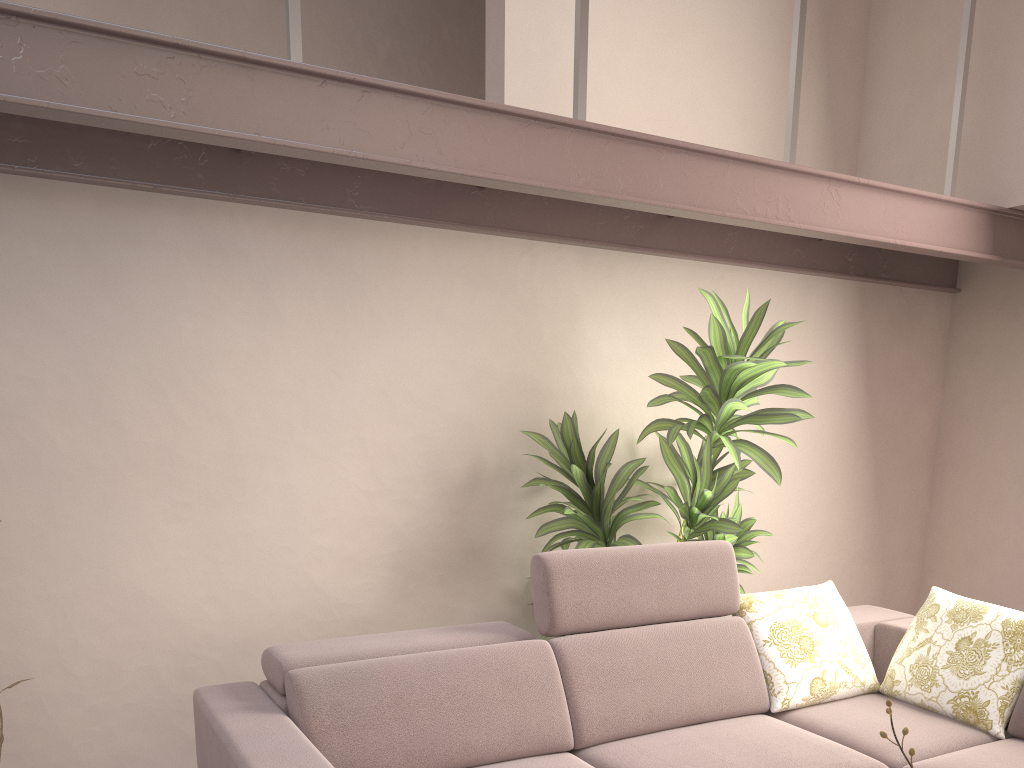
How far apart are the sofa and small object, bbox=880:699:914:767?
1.2 meters

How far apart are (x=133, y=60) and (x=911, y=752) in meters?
2.4 m

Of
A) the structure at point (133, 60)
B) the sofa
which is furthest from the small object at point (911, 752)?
the structure at point (133, 60)

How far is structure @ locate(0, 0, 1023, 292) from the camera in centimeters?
207cm

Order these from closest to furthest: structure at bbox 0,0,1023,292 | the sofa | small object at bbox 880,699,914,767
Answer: small object at bbox 880,699,914,767, structure at bbox 0,0,1023,292, the sofa

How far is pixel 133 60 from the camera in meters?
2.1 m

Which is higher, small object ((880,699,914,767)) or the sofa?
small object ((880,699,914,767))

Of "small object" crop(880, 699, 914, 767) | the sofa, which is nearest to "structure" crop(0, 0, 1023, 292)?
the sofa

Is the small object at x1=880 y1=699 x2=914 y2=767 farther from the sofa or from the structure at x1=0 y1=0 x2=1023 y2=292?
the structure at x1=0 y1=0 x2=1023 y2=292

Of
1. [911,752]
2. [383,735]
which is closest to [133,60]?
[383,735]
